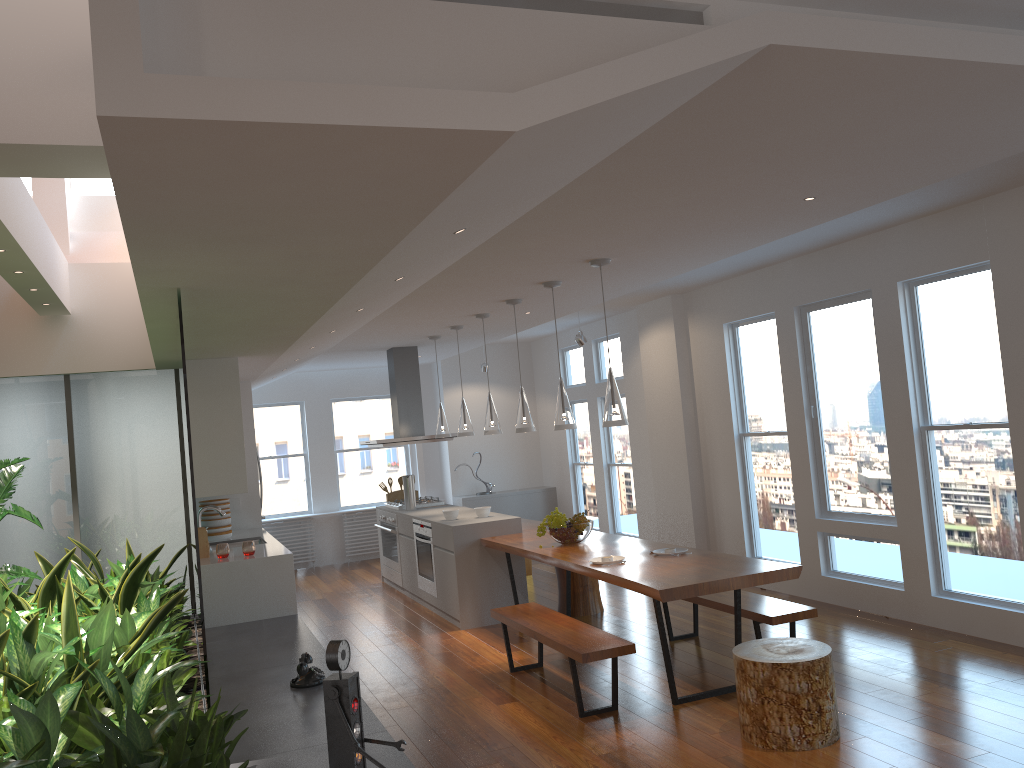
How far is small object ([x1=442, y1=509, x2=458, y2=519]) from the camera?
7.60m

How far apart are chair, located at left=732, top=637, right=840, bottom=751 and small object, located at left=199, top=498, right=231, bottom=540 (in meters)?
5.11

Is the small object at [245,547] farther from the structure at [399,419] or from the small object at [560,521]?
the structure at [399,419]

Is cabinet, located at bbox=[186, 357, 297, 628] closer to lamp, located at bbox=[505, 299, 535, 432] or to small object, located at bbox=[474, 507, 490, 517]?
small object, located at bbox=[474, 507, 490, 517]

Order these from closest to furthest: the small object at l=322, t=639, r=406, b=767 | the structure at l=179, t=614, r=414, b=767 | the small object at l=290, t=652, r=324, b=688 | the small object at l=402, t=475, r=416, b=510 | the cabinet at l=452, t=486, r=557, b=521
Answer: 1. the small object at l=322, t=639, r=406, b=767
2. the structure at l=179, t=614, r=414, b=767
3. the small object at l=290, t=652, r=324, b=688
4. the small object at l=402, t=475, r=416, b=510
5. the cabinet at l=452, t=486, r=557, b=521

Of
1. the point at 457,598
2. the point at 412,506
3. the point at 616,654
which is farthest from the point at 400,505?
the point at 616,654

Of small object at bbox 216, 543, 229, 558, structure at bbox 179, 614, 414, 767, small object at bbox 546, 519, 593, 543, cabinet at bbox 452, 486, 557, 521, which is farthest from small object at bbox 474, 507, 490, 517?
cabinet at bbox 452, 486, 557, 521

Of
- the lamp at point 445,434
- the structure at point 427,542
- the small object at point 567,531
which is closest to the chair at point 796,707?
the small object at point 567,531

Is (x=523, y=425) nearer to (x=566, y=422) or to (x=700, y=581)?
(x=566, y=422)

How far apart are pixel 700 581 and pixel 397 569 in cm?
502
